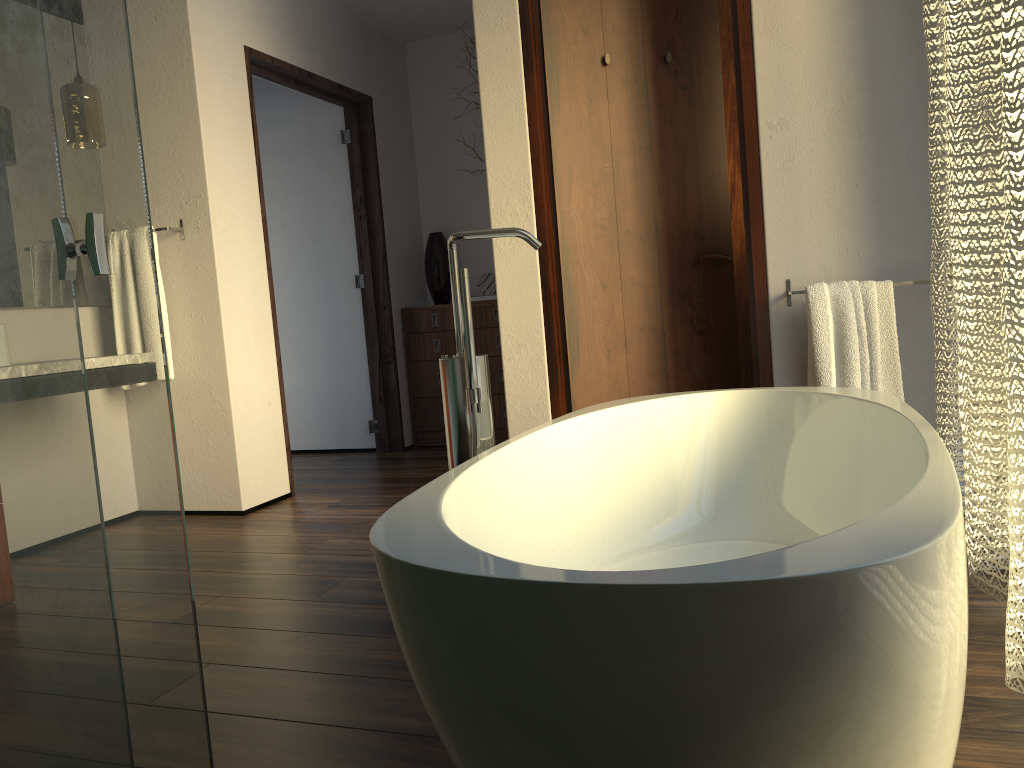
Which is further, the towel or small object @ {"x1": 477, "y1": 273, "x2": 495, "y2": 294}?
small object @ {"x1": 477, "y1": 273, "x2": 495, "y2": 294}

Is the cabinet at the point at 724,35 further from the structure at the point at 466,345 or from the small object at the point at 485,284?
the structure at the point at 466,345

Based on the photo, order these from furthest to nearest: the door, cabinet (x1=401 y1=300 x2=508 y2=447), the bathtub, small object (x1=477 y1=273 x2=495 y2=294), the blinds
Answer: small object (x1=477 y1=273 x2=495 y2=294) < cabinet (x1=401 y1=300 x2=508 y2=447) < the door < the blinds < the bathtub

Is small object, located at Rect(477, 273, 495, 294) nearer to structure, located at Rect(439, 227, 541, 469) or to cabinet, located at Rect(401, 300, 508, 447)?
cabinet, located at Rect(401, 300, 508, 447)

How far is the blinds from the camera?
1.4 meters

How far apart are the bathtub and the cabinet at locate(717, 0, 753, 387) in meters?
→ 1.9 m

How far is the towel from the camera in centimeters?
258cm

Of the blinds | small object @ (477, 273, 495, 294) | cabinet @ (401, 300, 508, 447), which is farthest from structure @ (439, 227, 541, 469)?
small object @ (477, 273, 495, 294)

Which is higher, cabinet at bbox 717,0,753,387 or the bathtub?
cabinet at bbox 717,0,753,387

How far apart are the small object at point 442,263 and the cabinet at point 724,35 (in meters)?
1.69
